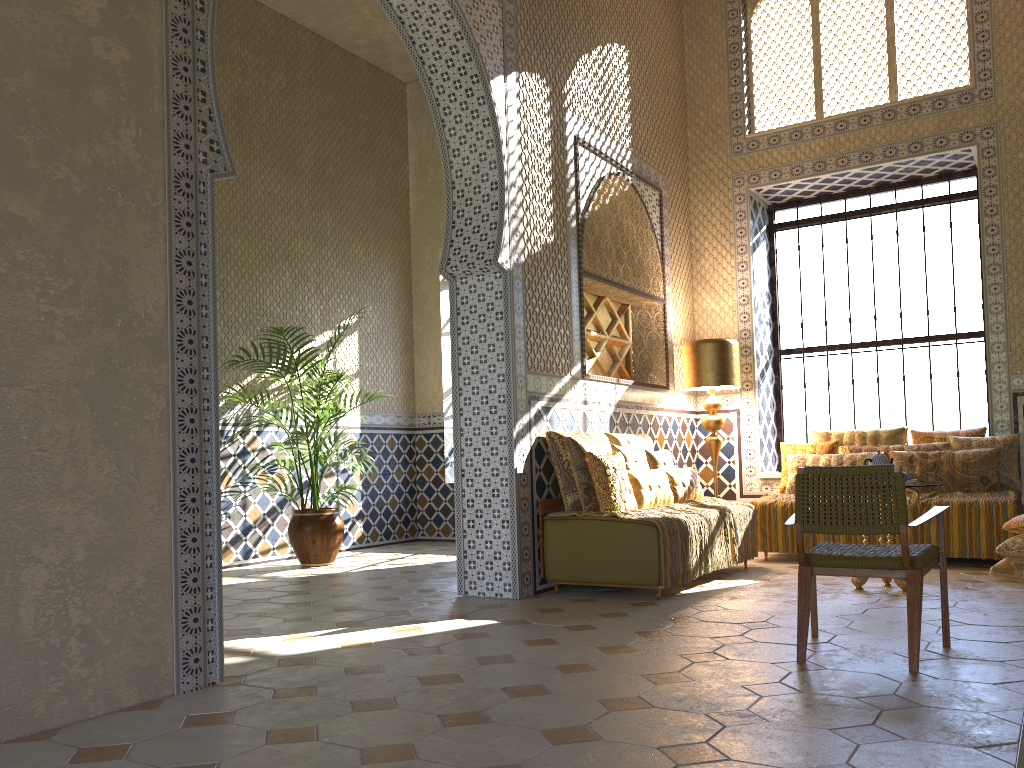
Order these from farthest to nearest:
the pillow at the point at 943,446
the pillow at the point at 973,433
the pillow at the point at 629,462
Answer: the pillow at the point at 973,433, the pillow at the point at 943,446, the pillow at the point at 629,462

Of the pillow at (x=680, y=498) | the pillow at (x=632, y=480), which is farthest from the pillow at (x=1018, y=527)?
the pillow at (x=632, y=480)

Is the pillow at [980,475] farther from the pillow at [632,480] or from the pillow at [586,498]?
the pillow at [586,498]

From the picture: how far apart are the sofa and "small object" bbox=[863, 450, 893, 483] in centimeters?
220cm

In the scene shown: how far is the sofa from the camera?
7.9m

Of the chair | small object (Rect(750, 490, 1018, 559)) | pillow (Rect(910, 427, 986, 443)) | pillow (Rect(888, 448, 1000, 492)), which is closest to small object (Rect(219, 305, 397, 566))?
small object (Rect(750, 490, 1018, 559))

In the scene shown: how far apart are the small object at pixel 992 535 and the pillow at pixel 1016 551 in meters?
0.9

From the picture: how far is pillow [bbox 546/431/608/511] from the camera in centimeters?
863cm

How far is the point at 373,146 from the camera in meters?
14.9 m

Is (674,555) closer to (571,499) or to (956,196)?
(571,499)
